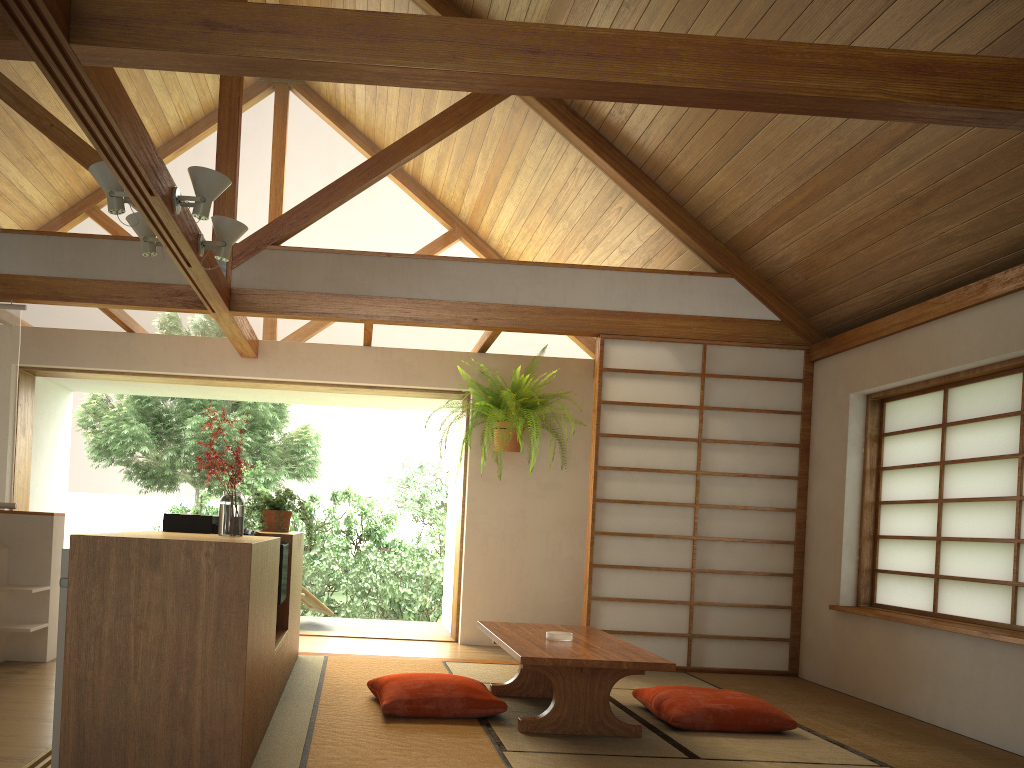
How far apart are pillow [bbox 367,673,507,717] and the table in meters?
0.2 m

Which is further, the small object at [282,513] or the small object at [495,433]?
the small object at [495,433]

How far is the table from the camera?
3.4m

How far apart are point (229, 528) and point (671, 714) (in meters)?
2.03

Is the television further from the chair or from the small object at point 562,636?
the chair

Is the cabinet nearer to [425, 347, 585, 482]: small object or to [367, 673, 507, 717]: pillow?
[367, 673, 507, 717]: pillow

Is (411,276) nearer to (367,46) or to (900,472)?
(367,46)

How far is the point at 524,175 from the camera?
5.46m

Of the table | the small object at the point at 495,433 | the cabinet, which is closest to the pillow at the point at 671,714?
the table

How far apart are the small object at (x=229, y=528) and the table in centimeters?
115cm
